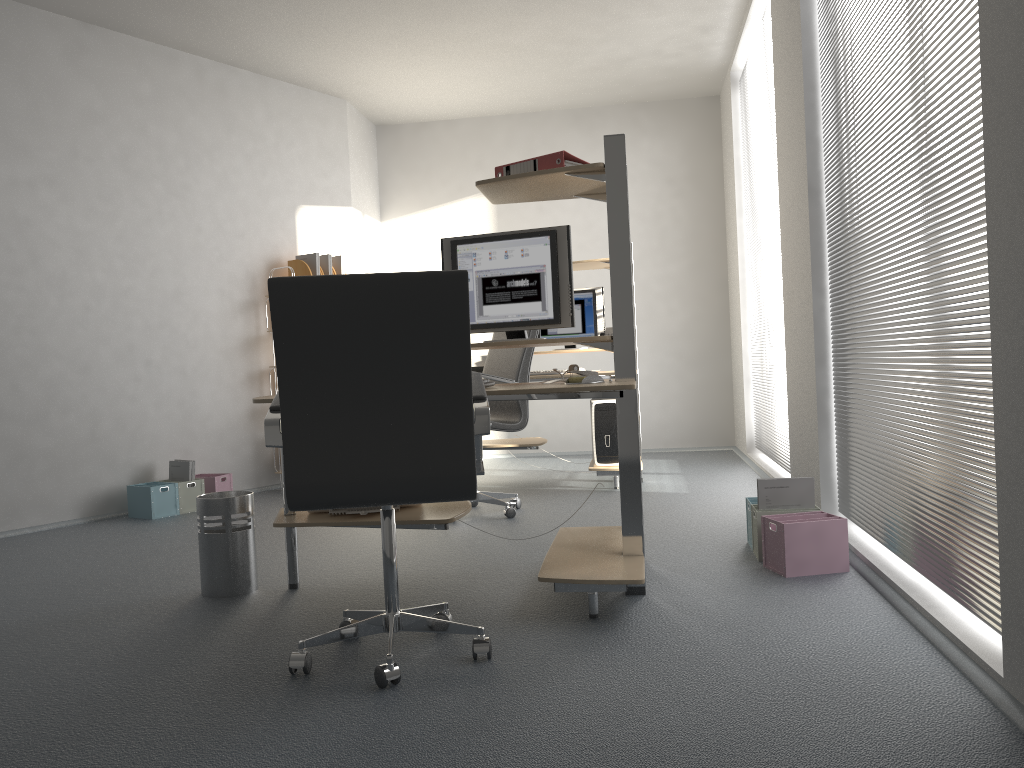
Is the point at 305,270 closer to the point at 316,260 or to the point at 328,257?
the point at 316,260

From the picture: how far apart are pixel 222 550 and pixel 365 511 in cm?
55

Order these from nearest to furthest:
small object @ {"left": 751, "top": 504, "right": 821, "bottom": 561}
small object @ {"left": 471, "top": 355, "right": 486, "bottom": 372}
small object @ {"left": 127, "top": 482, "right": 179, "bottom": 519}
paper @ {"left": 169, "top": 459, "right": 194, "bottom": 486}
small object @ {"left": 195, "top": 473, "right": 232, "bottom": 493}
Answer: small object @ {"left": 751, "top": 504, "right": 821, "bottom": 561} < small object @ {"left": 127, "top": 482, "right": 179, "bottom": 519} < paper @ {"left": 169, "top": 459, "right": 194, "bottom": 486} < small object @ {"left": 195, "top": 473, "right": 232, "bottom": 493} < small object @ {"left": 471, "top": 355, "right": 486, "bottom": 372}

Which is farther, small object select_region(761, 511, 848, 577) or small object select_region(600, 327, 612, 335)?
small object select_region(600, 327, 612, 335)

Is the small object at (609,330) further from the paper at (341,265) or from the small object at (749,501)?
the small object at (749,501)

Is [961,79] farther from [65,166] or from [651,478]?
[65,166]

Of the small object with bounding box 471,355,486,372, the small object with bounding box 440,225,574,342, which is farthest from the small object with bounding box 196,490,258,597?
the small object with bounding box 471,355,486,372

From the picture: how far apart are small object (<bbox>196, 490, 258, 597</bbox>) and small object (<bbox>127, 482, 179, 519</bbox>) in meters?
2.0 m

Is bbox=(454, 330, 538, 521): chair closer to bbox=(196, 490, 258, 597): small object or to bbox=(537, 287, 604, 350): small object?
bbox=(537, 287, 604, 350): small object

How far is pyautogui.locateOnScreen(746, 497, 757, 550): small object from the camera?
3.67m
